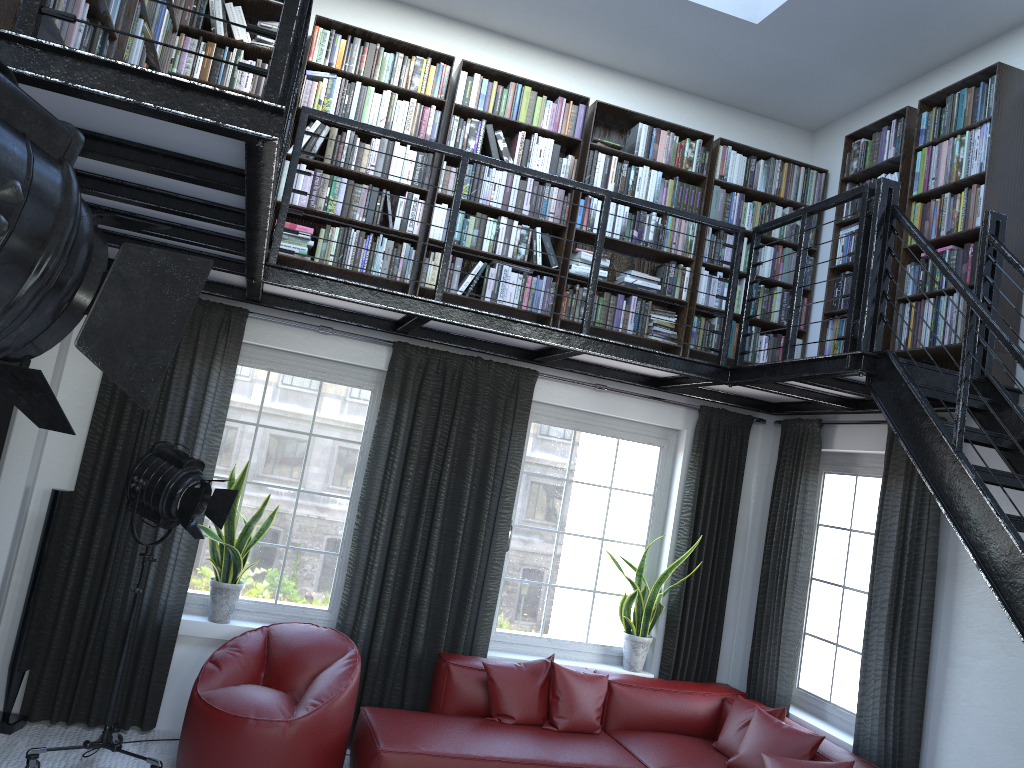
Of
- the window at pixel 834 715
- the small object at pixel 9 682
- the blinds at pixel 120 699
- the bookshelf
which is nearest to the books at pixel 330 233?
the bookshelf

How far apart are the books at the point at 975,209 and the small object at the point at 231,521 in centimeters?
214cm

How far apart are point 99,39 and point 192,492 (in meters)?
2.08

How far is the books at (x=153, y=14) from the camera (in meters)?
3.75

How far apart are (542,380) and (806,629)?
2.3m

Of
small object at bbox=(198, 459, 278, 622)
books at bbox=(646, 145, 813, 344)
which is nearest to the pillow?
small object at bbox=(198, 459, 278, 622)

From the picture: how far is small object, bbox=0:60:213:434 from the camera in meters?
0.9

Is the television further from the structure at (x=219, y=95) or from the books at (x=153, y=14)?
the books at (x=153, y=14)

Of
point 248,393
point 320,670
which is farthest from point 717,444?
point 248,393

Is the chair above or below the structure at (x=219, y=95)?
below
